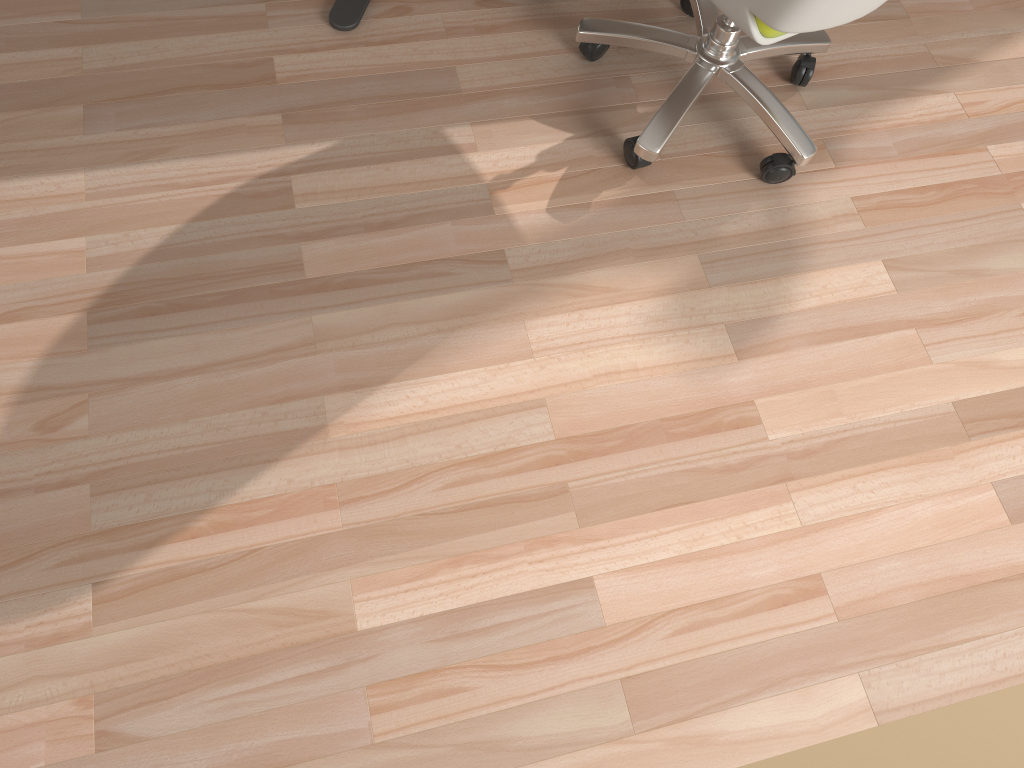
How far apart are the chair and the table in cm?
51

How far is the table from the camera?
2.02m

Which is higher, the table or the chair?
the chair

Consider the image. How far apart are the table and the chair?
0.5m

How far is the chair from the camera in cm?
152

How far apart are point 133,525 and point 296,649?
0.4 meters

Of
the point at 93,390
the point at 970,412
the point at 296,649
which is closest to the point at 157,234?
the point at 93,390

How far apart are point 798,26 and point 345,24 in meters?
1.0 m

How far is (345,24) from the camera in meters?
2.0

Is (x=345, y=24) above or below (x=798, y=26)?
below
